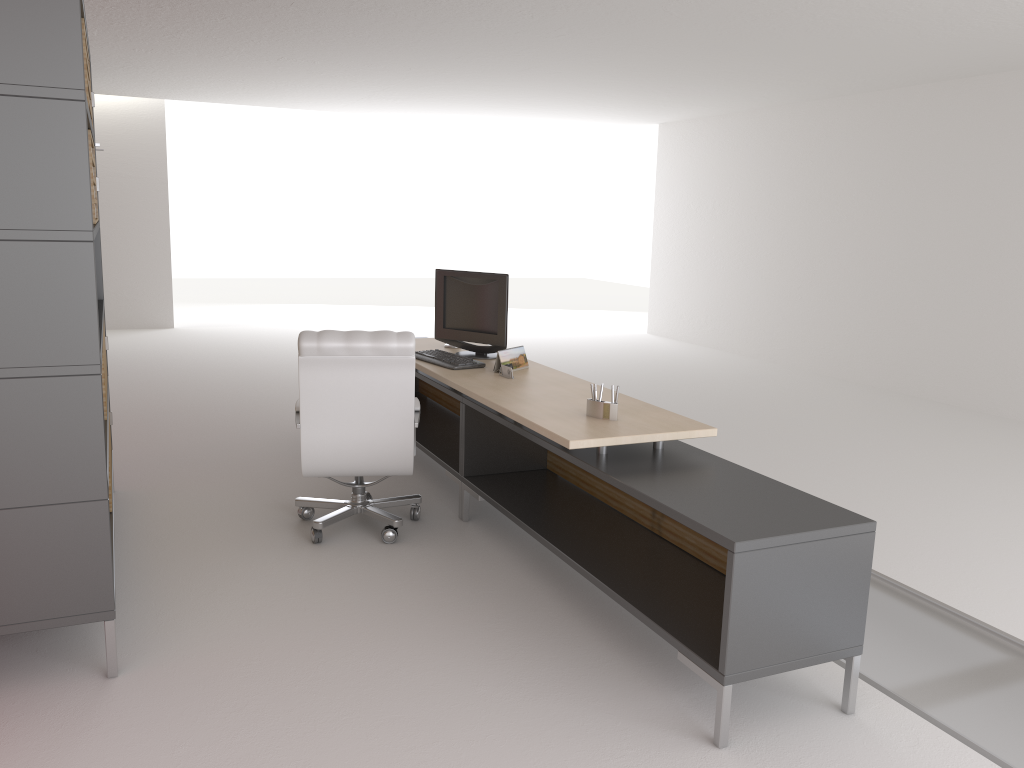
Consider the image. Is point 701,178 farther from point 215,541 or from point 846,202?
point 215,541

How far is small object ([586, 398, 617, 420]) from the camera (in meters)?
5.66

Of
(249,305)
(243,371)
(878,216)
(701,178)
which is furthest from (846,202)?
(249,305)

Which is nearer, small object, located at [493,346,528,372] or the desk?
the desk

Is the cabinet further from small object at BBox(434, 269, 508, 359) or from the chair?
small object at BBox(434, 269, 508, 359)

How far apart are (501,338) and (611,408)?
2.33m

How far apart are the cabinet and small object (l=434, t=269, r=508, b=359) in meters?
2.8 m

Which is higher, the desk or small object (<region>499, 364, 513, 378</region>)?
small object (<region>499, 364, 513, 378</region>)

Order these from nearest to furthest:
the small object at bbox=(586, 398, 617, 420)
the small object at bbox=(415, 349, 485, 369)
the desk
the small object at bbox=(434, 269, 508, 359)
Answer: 1. the desk
2. the small object at bbox=(586, 398, 617, 420)
3. the small object at bbox=(415, 349, 485, 369)
4. the small object at bbox=(434, 269, 508, 359)

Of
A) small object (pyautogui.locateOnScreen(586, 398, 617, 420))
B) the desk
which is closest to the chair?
the desk
